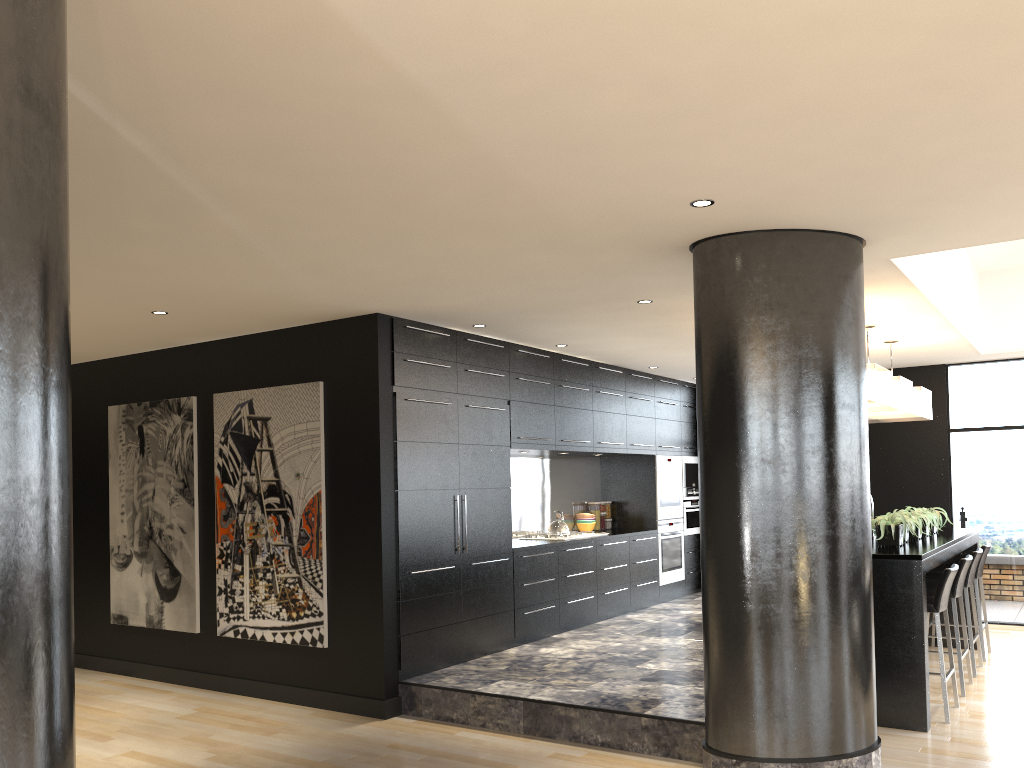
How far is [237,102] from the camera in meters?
2.8 m

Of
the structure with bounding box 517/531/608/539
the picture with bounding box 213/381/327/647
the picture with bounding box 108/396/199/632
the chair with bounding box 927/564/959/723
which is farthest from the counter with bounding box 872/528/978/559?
the picture with bounding box 108/396/199/632

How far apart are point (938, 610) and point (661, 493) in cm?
429

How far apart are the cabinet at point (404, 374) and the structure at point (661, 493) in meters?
0.1

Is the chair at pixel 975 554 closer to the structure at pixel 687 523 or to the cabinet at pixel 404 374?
the cabinet at pixel 404 374

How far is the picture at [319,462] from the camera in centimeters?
619cm

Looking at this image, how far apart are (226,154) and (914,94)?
2.4m

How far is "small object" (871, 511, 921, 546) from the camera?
5.95m

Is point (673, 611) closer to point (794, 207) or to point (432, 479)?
point (432, 479)

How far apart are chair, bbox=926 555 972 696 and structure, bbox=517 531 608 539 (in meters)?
3.02
